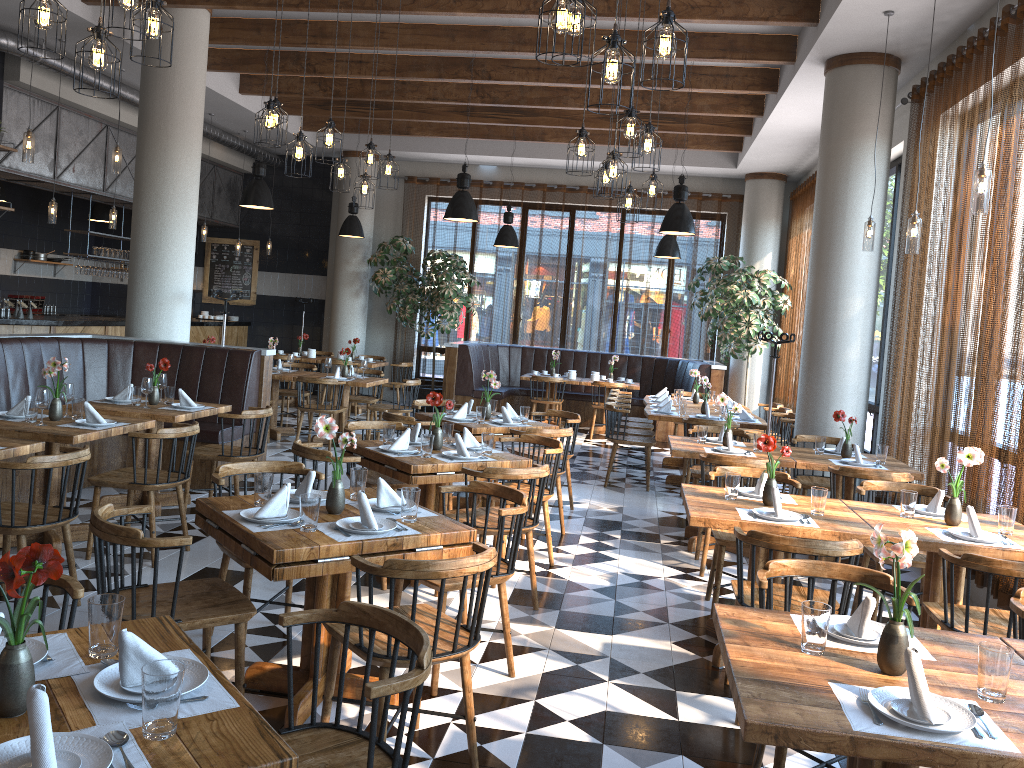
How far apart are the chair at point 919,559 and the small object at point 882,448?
1.2m

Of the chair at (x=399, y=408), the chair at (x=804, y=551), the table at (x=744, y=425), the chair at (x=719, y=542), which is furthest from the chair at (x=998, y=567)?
the chair at (x=399, y=408)

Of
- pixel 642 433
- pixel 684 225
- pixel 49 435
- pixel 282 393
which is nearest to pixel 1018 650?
pixel 49 435

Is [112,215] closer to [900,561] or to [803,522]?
[803,522]

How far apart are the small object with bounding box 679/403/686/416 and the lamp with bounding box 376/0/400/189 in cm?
358

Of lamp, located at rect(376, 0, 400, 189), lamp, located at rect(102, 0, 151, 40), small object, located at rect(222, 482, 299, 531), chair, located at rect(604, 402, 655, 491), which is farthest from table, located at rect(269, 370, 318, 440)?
small object, located at rect(222, 482, 299, 531)

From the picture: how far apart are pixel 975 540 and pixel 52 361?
5.1m

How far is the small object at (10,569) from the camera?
1.69m

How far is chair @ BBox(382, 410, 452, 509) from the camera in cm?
660

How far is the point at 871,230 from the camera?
6.5m
